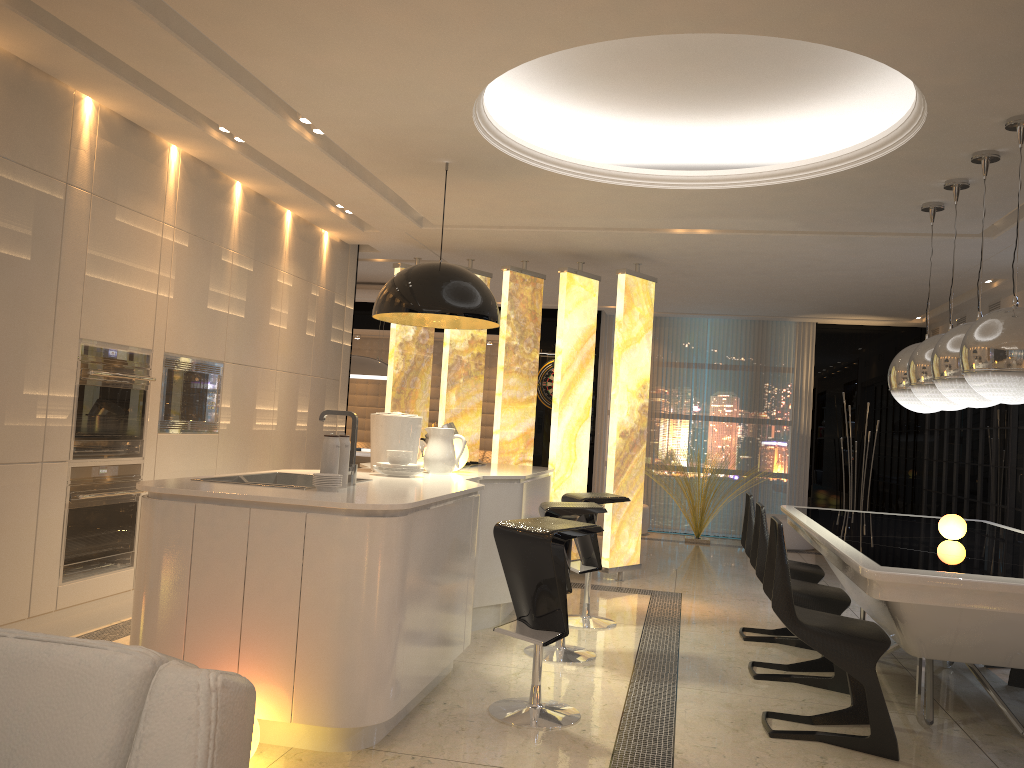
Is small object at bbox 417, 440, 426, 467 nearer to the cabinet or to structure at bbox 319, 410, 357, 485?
the cabinet

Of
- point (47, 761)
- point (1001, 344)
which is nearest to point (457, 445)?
point (1001, 344)

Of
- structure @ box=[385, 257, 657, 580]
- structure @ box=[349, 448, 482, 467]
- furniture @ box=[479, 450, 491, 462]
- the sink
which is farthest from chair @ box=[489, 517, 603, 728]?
furniture @ box=[479, 450, 491, 462]

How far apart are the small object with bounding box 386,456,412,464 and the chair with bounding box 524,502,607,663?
0.74m

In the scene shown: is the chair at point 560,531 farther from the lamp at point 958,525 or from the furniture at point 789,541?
the furniture at point 789,541

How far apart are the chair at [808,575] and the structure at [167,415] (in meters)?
3.33

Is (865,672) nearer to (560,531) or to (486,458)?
(560,531)

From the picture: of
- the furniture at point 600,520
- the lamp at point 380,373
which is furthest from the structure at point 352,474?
the furniture at point 600,520

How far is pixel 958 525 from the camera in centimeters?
424cm

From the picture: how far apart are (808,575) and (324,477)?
3.1 meters
